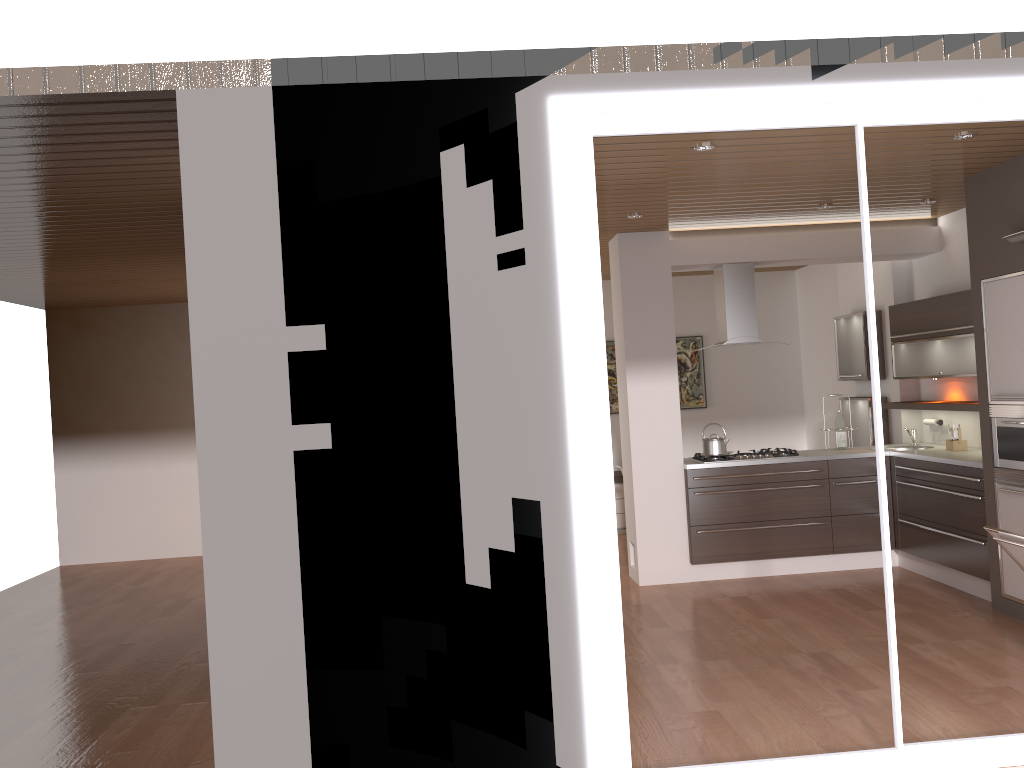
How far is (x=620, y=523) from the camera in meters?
9.2

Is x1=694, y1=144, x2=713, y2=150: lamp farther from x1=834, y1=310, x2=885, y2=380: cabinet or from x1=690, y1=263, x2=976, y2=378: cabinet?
x1=834, y1=310, x2=885, y2=380: cabinet

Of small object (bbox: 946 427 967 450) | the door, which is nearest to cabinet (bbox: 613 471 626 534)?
small object (bbox: 946 427 967 450)

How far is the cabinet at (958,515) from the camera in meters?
5.9

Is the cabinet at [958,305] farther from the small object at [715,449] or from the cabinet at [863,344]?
the small object at [715,449]

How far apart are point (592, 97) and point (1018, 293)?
3.2m

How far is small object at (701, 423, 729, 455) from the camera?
6.8m

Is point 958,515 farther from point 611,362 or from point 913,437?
point 611,362

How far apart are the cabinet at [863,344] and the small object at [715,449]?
1.7m

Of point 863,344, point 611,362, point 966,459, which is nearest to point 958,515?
point 966,459
